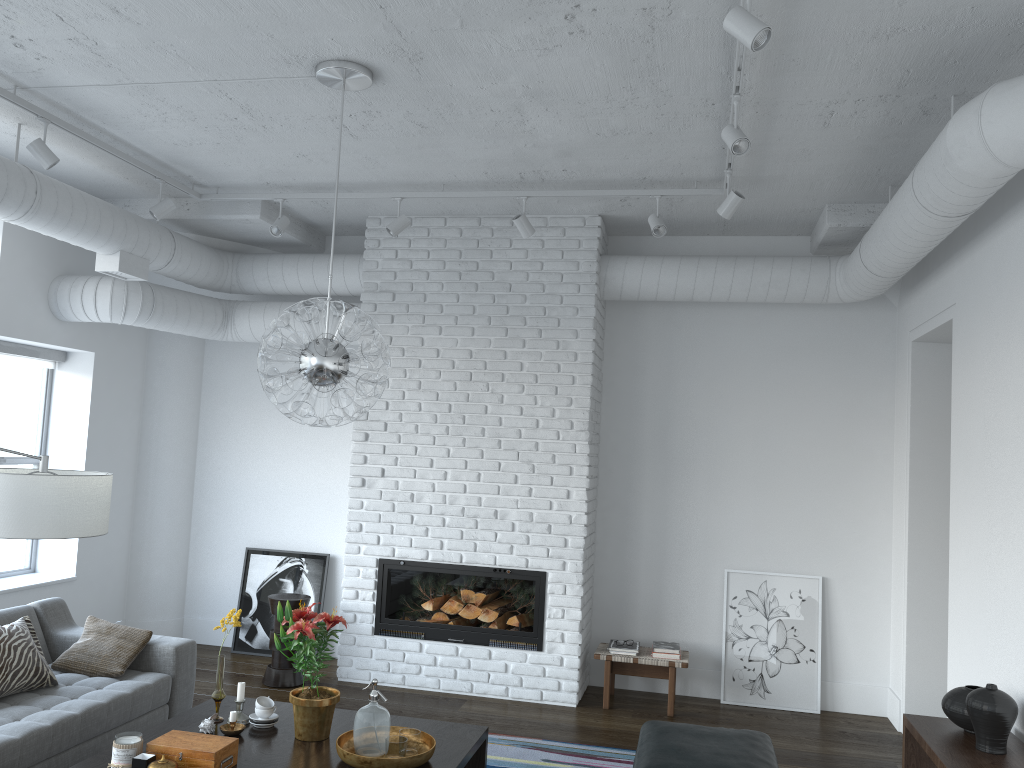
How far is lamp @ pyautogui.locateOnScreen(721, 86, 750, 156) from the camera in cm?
365

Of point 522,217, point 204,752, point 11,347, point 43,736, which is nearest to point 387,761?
point 204,752

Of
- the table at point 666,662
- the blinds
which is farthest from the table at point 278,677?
the blinds

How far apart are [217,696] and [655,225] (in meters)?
3.32

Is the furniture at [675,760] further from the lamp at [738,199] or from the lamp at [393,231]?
the lamp at [393,231]

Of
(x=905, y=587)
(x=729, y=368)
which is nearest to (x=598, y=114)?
(x=729, y=368)

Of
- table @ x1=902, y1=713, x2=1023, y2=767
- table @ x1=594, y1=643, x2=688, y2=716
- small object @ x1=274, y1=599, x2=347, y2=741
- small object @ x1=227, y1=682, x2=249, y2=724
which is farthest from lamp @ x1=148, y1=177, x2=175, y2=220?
table @ x1=902, y1=713, x2=1023, y2=767

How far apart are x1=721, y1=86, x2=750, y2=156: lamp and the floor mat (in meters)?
3.13

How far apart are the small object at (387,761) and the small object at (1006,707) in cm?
200

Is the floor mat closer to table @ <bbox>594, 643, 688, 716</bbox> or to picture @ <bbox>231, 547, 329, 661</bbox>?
table @ <bbox>594, 643, 688, 716</bbox>
